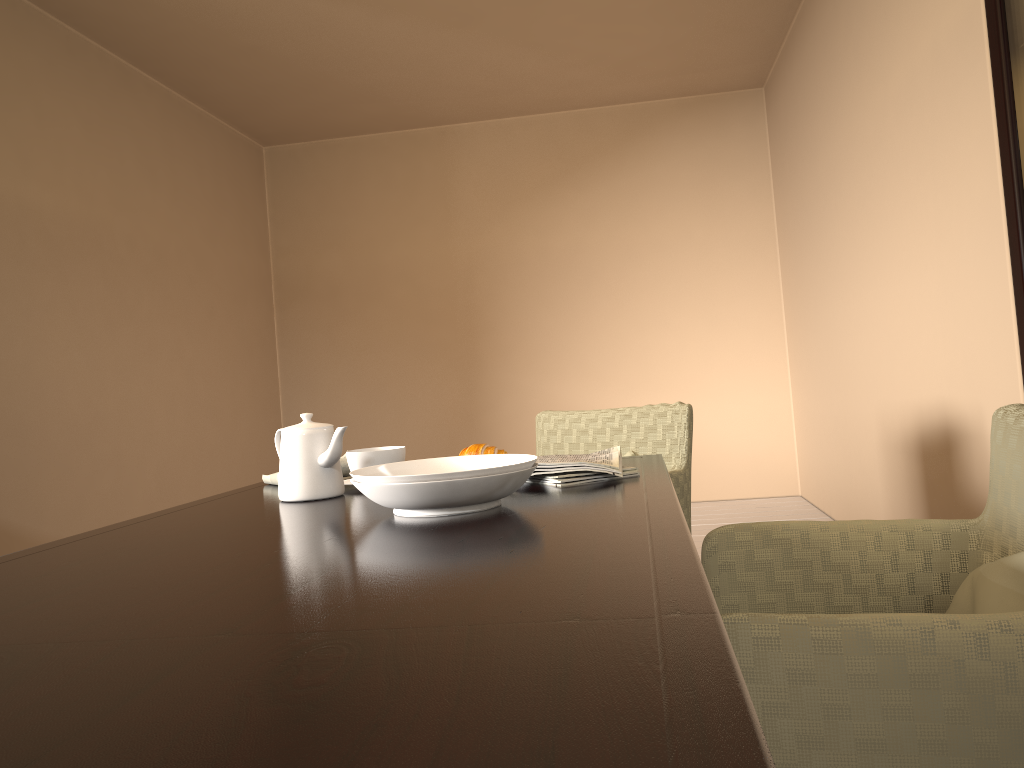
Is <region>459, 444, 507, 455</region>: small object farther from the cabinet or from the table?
the cabinet

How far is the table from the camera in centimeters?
46cm

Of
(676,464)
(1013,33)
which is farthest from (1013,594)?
(1013,33)

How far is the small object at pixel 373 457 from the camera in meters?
1.7

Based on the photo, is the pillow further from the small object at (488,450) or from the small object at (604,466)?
the small object at (488,450)

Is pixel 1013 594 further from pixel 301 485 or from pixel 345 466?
pixel 345 466

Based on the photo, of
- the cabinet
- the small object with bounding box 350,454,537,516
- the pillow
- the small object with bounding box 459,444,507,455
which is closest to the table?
the small object with bounding box 350,454,537,516

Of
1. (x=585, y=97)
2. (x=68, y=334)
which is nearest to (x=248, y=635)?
(x=68, y=334)

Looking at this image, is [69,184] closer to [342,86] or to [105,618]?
[342,86]

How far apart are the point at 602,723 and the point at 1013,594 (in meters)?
0.82
